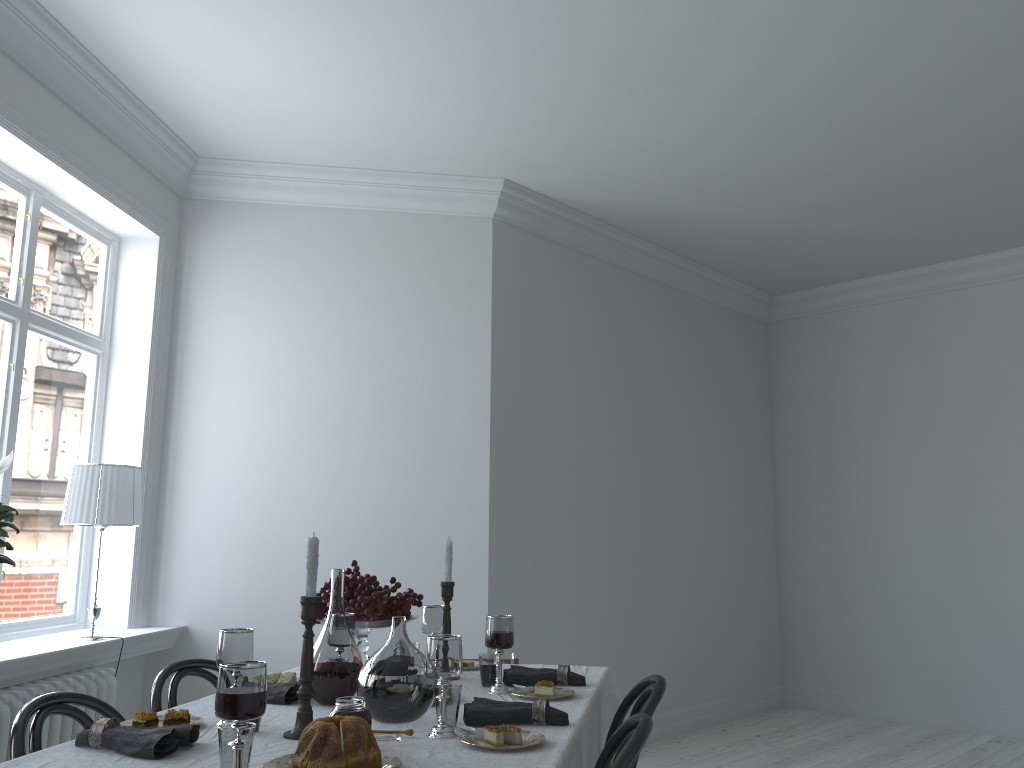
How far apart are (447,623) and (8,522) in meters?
1.7

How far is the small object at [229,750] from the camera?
1.57m

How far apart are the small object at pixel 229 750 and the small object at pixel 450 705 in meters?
0.5

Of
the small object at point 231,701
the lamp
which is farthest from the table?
the lamp

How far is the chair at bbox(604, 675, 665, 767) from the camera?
2.3m

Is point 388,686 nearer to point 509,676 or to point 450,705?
point 450,705

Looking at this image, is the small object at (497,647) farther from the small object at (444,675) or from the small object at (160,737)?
the small object at (160,737)

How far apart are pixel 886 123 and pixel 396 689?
3.79m

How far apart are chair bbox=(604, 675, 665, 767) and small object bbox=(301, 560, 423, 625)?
0.7m

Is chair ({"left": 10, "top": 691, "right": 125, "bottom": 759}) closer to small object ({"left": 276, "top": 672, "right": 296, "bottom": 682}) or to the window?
small object ({"left": 276, "top": 672, "right": 296, "bottom": 682})
